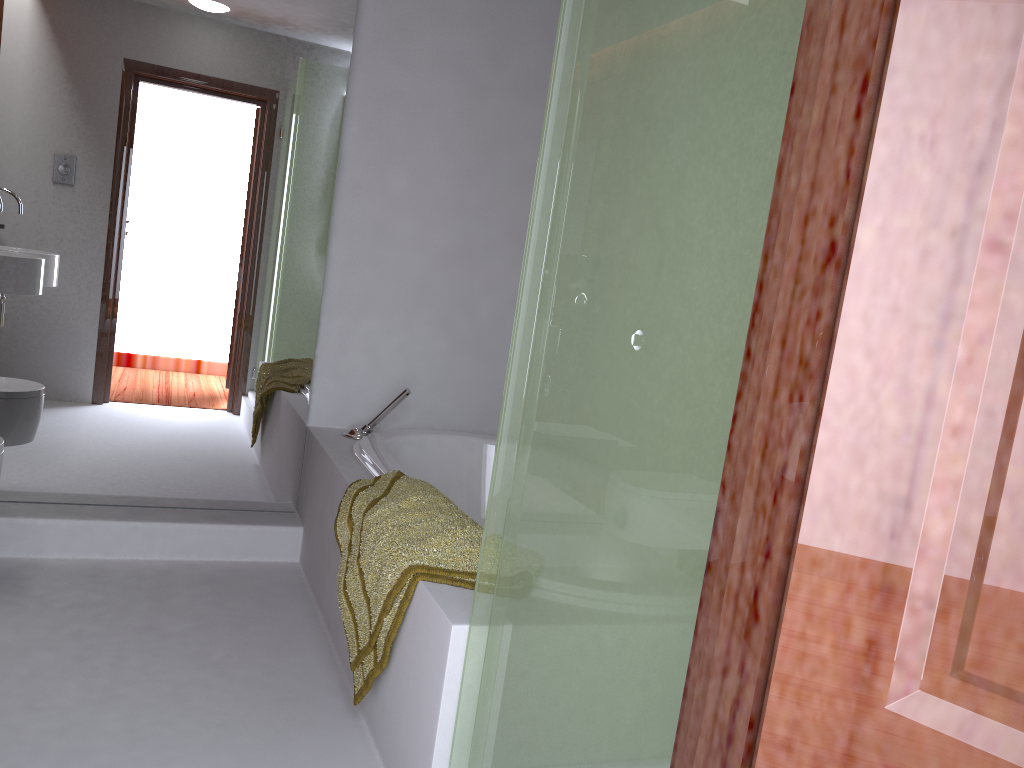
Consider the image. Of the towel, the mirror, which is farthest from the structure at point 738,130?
the mirror

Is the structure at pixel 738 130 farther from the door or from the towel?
the door

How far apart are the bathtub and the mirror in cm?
32

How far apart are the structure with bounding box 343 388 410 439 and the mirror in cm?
19

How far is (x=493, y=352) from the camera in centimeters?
346cm

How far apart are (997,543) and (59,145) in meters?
2.9

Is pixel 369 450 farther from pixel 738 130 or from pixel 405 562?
pixel 738 130

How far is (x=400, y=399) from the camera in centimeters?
309cm

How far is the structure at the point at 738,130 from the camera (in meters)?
1.04

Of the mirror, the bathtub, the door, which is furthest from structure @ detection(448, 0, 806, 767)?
the mirror
